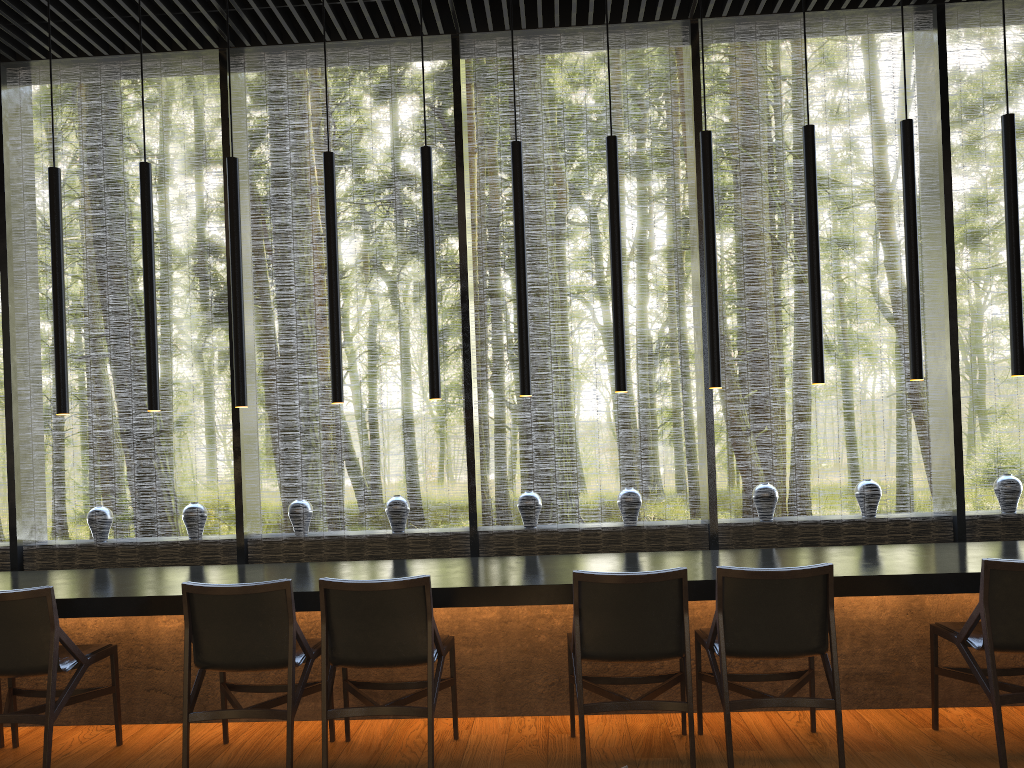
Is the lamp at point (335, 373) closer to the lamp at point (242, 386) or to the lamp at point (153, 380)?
the lamp at point (242, 386)

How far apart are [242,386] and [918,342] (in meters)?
3.34

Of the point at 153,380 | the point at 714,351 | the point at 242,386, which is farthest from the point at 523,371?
the point at 153,380

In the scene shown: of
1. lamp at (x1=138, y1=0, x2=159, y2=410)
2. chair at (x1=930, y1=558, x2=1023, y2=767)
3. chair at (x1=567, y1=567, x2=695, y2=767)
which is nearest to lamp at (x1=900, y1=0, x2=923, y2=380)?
chair at (x1=930, y1=558, x2=1023, y2=767)

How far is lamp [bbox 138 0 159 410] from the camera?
4.5 meters

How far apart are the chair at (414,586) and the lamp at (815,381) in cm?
213

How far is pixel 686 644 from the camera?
3.49m

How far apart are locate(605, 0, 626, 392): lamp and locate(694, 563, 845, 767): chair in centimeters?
115cm

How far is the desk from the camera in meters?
4.0 m

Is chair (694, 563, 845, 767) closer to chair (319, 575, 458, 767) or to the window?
chair (319, 575, 458, 767)
